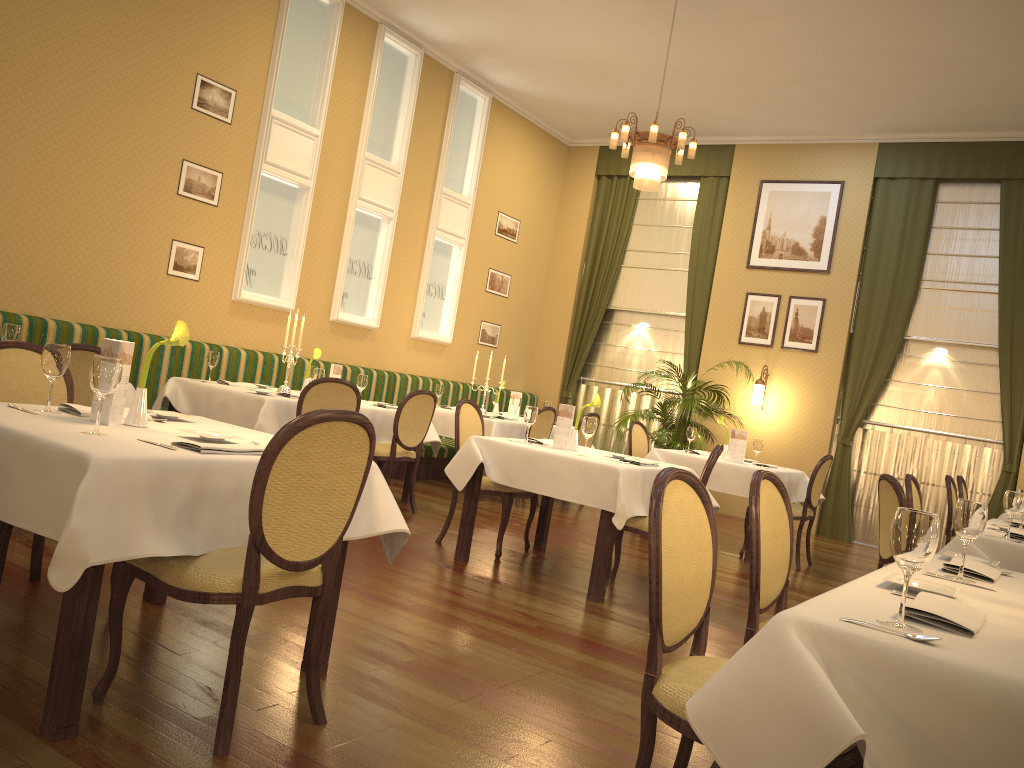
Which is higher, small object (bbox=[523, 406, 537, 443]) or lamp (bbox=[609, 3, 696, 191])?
lamp (bbox=[609, 3, 696, 191])

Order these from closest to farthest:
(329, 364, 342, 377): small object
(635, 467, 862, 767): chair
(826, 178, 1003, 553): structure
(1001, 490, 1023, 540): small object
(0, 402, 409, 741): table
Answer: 1. (635, 467, 862, 767): chair
2. (0, 402, 409, 741): table
3. (1001, 490, 1023, 540): small object
4. (329, 364, 342, 377): small object
5. (826, 178, 1003, 553): structure

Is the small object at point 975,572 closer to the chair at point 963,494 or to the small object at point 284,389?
the small object at point 284,389

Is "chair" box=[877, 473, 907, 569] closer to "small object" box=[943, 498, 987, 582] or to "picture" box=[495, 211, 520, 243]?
"small object" box=[943, 498, 987, 582]

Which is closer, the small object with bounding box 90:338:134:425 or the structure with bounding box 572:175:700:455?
the small object with bounding box 90:338:134:425

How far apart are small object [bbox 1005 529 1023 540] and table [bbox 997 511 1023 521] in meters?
2.2 m

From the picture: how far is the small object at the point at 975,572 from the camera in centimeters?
261cm

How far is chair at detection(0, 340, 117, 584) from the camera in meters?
3.4 m

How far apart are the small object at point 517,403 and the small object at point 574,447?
3.17m

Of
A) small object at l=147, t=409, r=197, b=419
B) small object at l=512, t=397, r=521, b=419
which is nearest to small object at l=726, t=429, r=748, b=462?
small object at l=512, t=397, r=521, b=419
